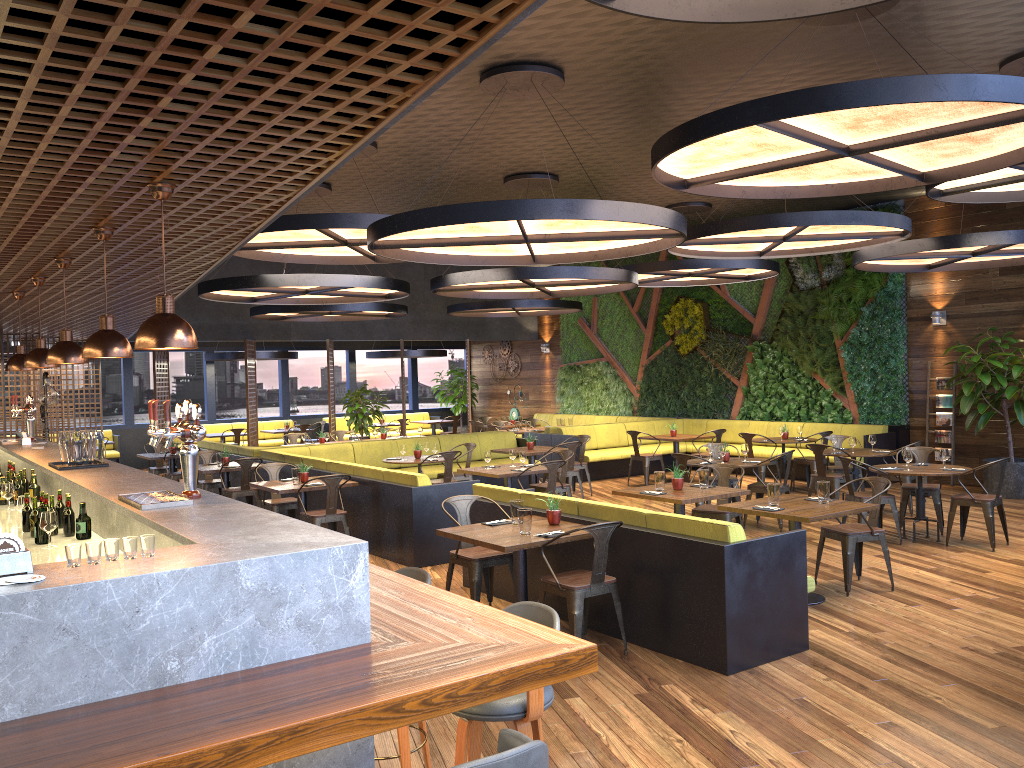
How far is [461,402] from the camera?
23.4 meters

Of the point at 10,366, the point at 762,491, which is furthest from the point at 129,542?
the point at 762,491

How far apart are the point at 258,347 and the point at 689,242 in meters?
13.5

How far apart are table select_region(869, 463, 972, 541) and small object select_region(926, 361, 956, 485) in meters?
4.5 m

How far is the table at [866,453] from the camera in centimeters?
1114cm

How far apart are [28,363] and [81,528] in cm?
A: 177

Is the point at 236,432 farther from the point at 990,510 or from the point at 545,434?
the point at 990,510

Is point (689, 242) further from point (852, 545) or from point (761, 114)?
point (761, 114)

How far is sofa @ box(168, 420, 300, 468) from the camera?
20.4m

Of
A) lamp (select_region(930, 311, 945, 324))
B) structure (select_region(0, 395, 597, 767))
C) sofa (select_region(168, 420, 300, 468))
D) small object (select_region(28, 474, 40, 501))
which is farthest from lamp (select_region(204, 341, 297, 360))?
lamp (select_region(930, 311, 945, 324))
